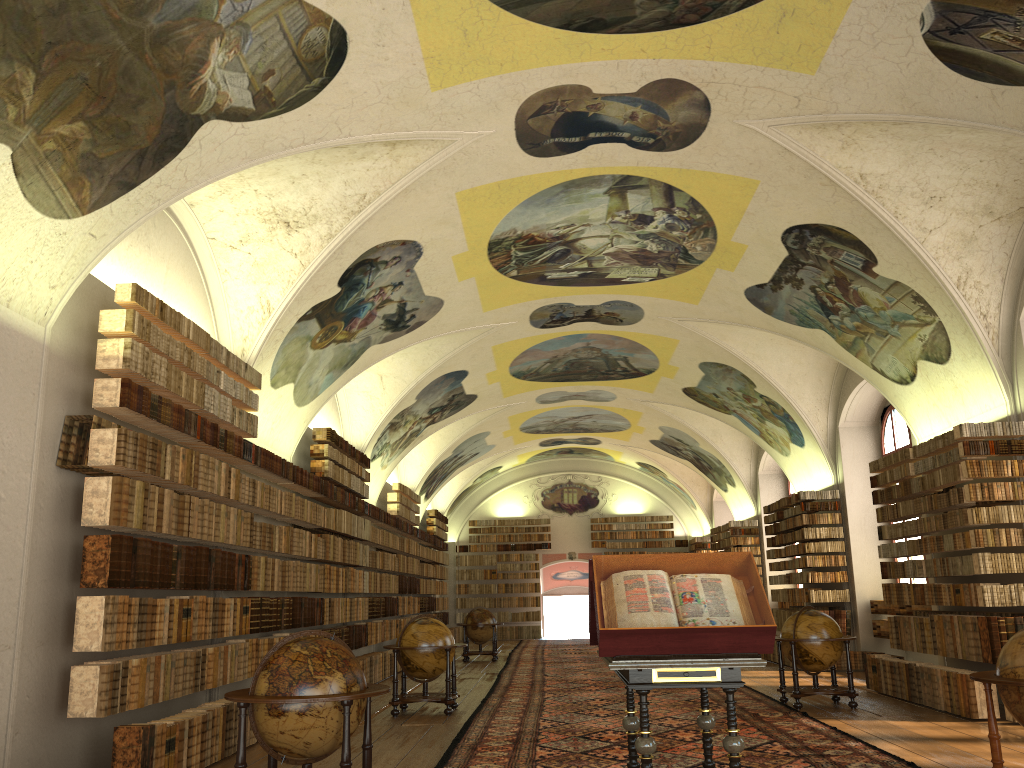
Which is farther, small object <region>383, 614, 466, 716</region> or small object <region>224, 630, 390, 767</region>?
small object <region>383, 614, 466, 716</region>

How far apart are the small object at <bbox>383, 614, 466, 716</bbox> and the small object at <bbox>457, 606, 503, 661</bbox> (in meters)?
9.94

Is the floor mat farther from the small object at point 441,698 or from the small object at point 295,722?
the small object at point 295,722

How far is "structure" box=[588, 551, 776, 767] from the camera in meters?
6.3 m

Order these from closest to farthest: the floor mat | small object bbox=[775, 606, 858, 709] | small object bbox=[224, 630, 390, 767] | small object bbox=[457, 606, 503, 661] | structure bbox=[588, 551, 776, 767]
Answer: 1. structure bbox=[588, 551, 776, 767]
2. small object bbox=[224, 630, 390, 767]
3. the floor mat
4. small object bbox=[775, 606, 858, 709]
5. small object bbox=[457, 606, 503, 661]

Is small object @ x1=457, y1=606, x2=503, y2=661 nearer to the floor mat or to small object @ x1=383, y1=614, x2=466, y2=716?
the floor mat

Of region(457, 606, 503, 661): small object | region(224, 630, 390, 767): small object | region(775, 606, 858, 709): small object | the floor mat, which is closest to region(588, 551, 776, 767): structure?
the floor mat

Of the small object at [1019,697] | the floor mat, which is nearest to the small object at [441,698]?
the floor mat

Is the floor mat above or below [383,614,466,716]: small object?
below

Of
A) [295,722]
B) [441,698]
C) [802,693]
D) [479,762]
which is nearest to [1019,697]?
[479,762]
